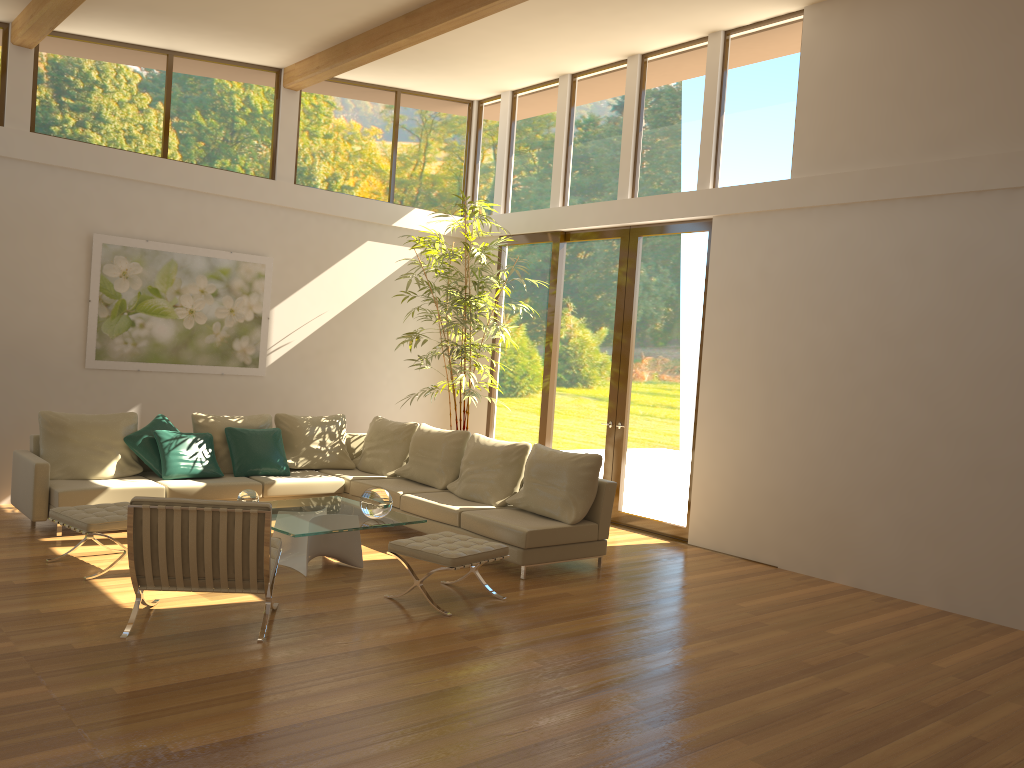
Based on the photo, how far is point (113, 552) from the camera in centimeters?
662cm

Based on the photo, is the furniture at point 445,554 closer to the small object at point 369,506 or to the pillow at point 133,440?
the small object at point 369,506

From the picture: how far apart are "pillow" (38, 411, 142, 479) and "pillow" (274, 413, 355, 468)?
1.41m

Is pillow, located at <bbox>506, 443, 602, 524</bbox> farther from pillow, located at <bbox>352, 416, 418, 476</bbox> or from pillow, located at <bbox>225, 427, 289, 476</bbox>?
pillow, located at <bbox>225, 427, 289, 476</bbox>

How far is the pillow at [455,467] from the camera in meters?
8.4 m

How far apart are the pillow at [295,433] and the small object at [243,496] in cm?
230

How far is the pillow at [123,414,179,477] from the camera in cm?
780

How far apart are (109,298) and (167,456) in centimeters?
184cm

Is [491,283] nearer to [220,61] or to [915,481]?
[220,61]

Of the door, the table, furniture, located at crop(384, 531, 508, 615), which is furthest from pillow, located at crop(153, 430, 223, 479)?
the door
